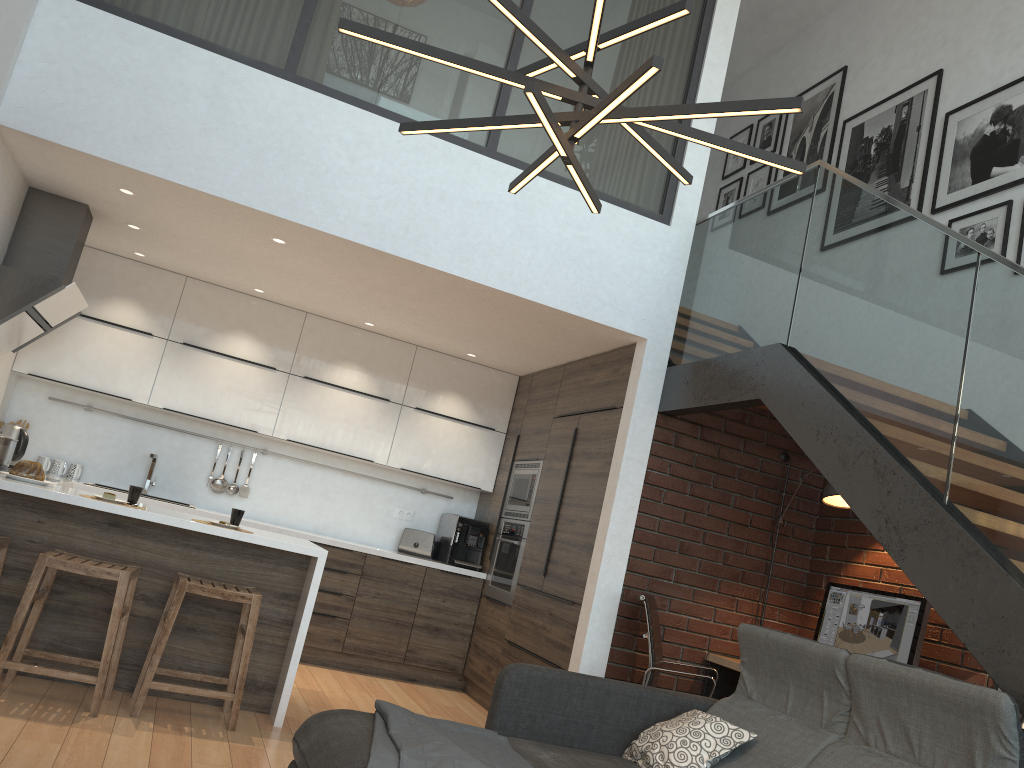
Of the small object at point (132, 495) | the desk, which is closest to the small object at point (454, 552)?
the desk

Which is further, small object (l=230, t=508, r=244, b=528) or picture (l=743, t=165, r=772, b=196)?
picture (l=743, t=165, r=772, b=196)

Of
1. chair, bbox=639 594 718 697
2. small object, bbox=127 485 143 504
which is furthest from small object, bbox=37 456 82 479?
chair, bbox=639 594 718 697

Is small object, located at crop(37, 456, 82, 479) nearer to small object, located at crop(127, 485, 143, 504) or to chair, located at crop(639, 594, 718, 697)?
small object, located at crop(127, 485, 143, 504)

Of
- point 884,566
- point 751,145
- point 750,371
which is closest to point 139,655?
point 750,371

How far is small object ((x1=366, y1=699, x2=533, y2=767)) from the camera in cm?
252

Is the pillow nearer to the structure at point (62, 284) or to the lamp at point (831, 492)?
the lamp at point (831, 492)

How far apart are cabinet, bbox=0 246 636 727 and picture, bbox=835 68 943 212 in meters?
1.9

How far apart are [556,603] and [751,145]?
4.31m

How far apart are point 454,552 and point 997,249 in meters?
4.1
